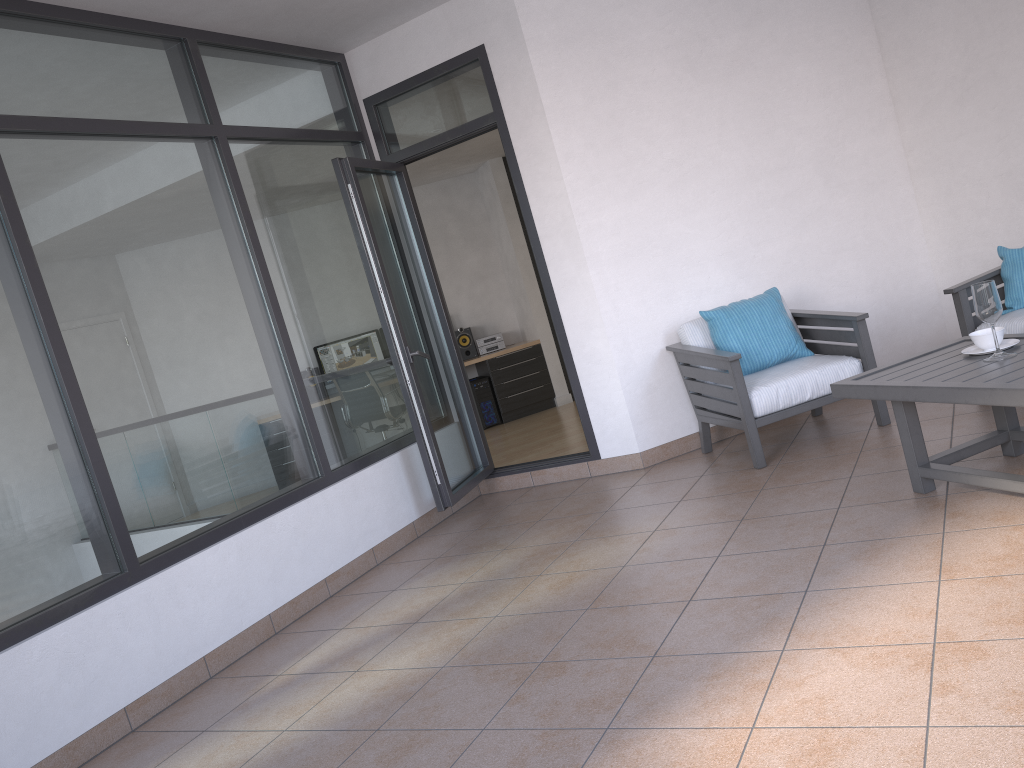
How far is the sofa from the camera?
4.3 meters

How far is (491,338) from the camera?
9.6m

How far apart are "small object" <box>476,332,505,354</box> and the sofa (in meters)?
5.58

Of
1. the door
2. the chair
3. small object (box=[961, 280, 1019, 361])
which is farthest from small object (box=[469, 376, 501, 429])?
small object (box=[961, 280, 1019, 361])

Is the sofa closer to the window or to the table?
the table

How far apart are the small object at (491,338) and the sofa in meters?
5.6 m

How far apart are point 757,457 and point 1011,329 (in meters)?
1.34

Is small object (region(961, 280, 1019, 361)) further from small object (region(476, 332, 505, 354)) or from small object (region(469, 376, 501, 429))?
small object (region(476, 332, 505, 354))

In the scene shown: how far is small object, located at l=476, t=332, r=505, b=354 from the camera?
9.6 meters

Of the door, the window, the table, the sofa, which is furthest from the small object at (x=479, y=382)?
the table
